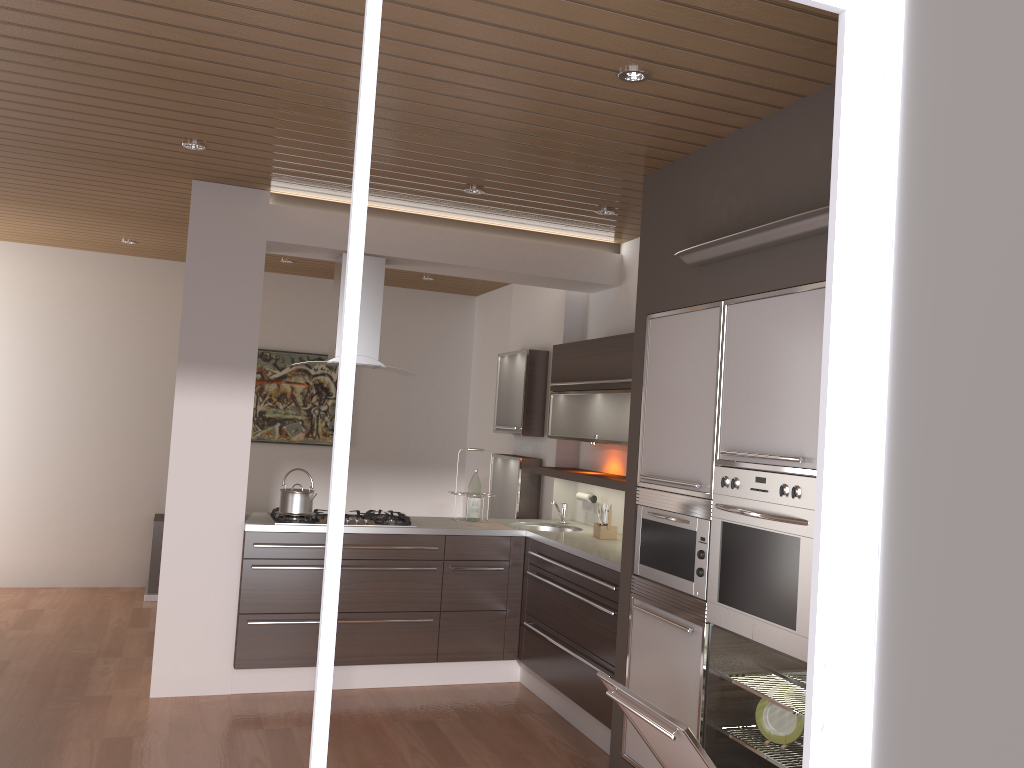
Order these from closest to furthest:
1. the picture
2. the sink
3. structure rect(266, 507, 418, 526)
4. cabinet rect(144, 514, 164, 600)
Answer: structure rect(266, 507, 418, 526) → the sink → cabinet rect(144, 514, 164, 600) → the picture

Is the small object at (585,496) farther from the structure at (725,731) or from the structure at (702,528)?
the structure at (725,731)

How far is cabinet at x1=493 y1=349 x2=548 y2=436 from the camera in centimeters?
610cm

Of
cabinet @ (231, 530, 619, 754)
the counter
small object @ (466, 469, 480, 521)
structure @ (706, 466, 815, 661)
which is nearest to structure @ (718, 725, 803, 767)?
structure @ (706, 466, 815, 661)

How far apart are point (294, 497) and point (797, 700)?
2.8m

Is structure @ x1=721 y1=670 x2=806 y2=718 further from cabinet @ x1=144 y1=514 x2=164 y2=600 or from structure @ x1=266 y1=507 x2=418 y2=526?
cabinet @ x1=144 y1=514 x2=164 y2=600

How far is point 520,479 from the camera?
6.1 meters

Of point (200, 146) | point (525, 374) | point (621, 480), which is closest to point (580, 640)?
point (621, 480)

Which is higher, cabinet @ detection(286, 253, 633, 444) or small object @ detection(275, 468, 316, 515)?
cabinet @ detection(286, 253, 633, 444)

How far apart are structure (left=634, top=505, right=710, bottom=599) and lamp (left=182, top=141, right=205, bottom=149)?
2.6 meters
